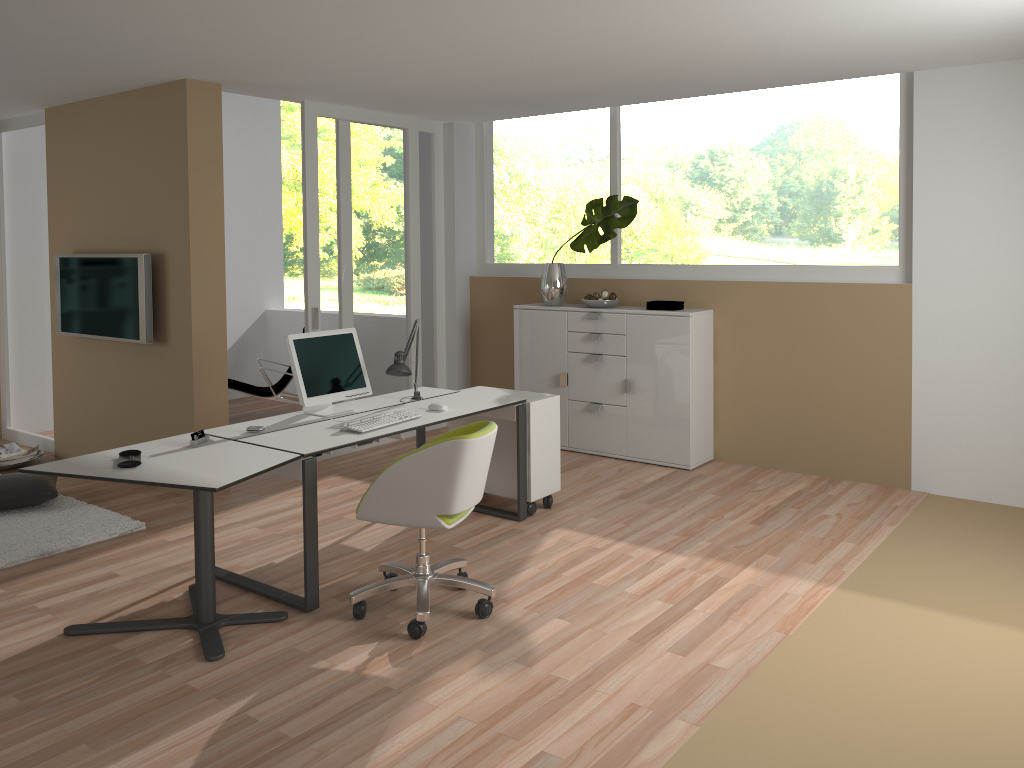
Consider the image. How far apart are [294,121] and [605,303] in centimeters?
1017cm

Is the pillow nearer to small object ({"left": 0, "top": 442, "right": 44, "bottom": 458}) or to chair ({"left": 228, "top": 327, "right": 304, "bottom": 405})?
small object ({"left": 0, "top": 442, "right": 44, "bottom": 458})

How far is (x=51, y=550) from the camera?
4.6 meters

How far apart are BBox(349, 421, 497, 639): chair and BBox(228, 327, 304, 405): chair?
4.0m

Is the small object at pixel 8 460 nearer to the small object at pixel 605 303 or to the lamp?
the lamp

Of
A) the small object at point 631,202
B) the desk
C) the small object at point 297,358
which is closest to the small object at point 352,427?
the desk

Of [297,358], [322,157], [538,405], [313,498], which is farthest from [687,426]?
[322,157]

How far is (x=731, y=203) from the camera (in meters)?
6.23

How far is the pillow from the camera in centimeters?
519cm

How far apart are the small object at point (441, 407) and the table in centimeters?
111cm
